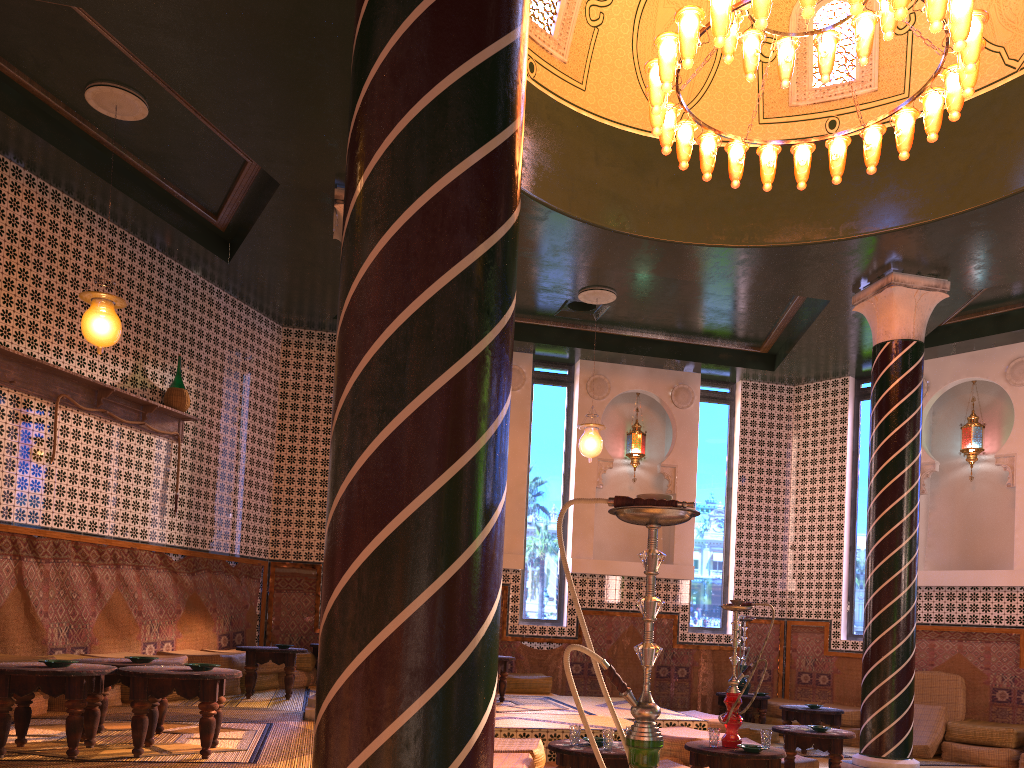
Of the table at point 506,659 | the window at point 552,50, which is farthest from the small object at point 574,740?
the window at point 552,50

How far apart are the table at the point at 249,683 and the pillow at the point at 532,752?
0.2 meters

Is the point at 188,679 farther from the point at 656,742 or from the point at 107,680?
the point at 656,742

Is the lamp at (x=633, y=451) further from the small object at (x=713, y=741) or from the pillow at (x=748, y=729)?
the small object at (x=713, y=741)

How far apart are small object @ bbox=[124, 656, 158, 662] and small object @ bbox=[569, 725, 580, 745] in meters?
3.2 m

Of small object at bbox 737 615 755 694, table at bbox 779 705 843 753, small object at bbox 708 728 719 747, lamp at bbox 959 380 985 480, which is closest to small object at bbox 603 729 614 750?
small object at bbox 708 728 719 747

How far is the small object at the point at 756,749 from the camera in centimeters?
661cm

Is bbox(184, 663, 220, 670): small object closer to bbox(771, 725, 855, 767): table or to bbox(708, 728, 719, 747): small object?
bbox(708, 728, 719, 747): small object

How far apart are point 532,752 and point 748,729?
5.7 meters

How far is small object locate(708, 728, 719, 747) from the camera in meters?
6.8 m
